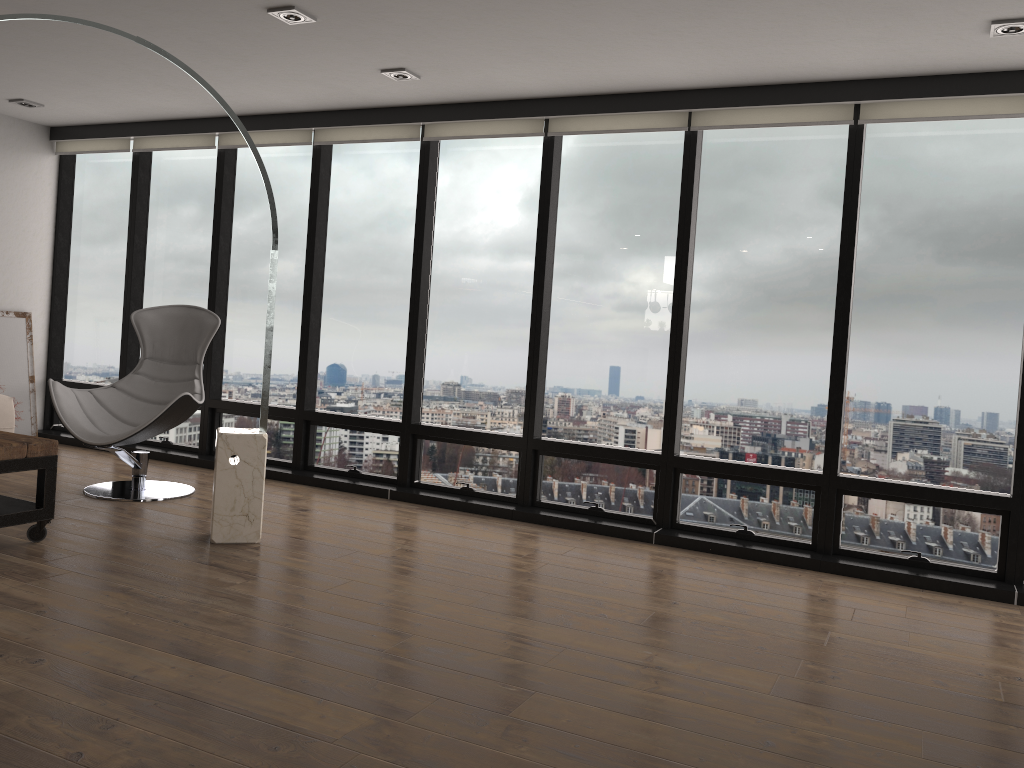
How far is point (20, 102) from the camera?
6.0 meters

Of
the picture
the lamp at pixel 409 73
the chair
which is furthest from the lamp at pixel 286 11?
the picture

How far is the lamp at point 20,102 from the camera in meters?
6.0

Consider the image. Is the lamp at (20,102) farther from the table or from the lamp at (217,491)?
the table

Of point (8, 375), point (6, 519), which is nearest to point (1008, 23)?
point (6, 519)

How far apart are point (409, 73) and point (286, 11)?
0.9 meters

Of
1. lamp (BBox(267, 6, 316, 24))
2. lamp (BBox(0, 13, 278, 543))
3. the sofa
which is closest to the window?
the sofa

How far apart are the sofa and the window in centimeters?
102cm

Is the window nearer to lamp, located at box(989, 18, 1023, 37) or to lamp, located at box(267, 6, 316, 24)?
lamp, located at box(989, 18, 1023, 37)

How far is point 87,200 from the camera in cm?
699
